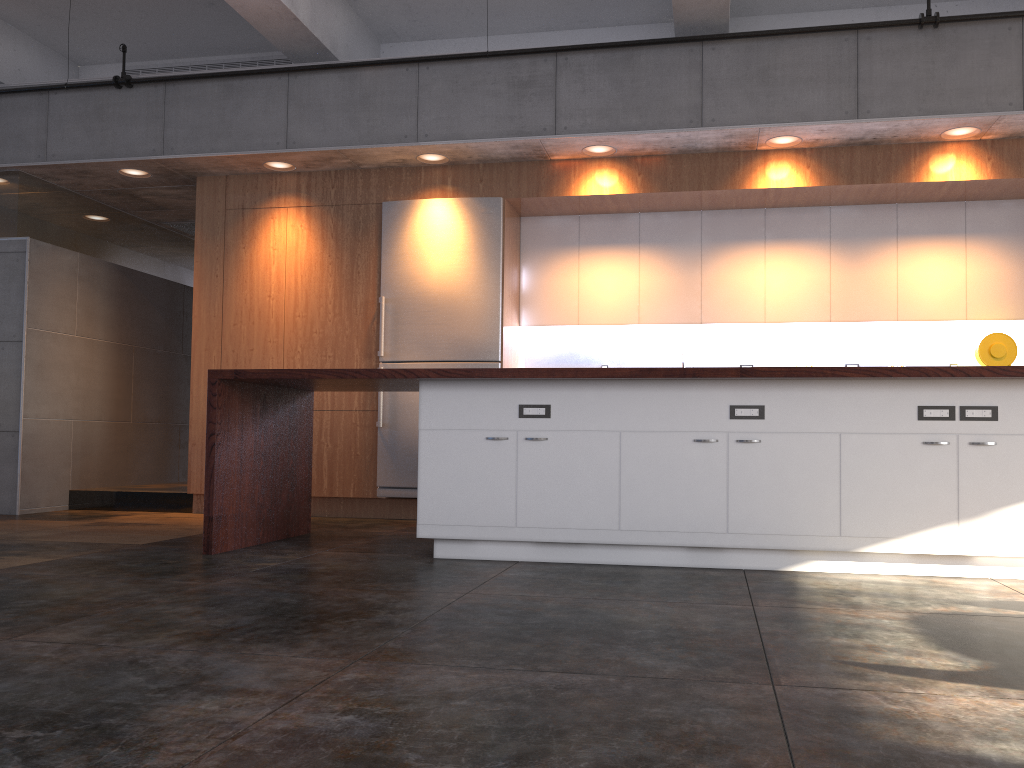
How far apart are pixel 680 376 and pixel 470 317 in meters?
2.8 m

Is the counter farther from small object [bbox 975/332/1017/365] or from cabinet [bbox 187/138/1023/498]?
small object [bbox 975/332/1017/365]

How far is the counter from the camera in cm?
416

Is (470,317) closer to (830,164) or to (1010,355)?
(830,164)

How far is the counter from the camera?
4.2 meters

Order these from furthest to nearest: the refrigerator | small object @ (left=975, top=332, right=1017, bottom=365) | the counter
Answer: the refrigerator → small object @ (left=975, top=332, right=1017, bottom=365) → the counter

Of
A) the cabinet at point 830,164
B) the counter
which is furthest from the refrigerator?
the counter

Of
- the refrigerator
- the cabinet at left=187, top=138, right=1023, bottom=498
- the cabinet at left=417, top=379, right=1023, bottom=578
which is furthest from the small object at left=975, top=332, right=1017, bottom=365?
the refrigerator

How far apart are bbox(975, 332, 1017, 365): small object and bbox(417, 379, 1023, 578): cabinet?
2.51m

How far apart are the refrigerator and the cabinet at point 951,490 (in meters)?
2.10
